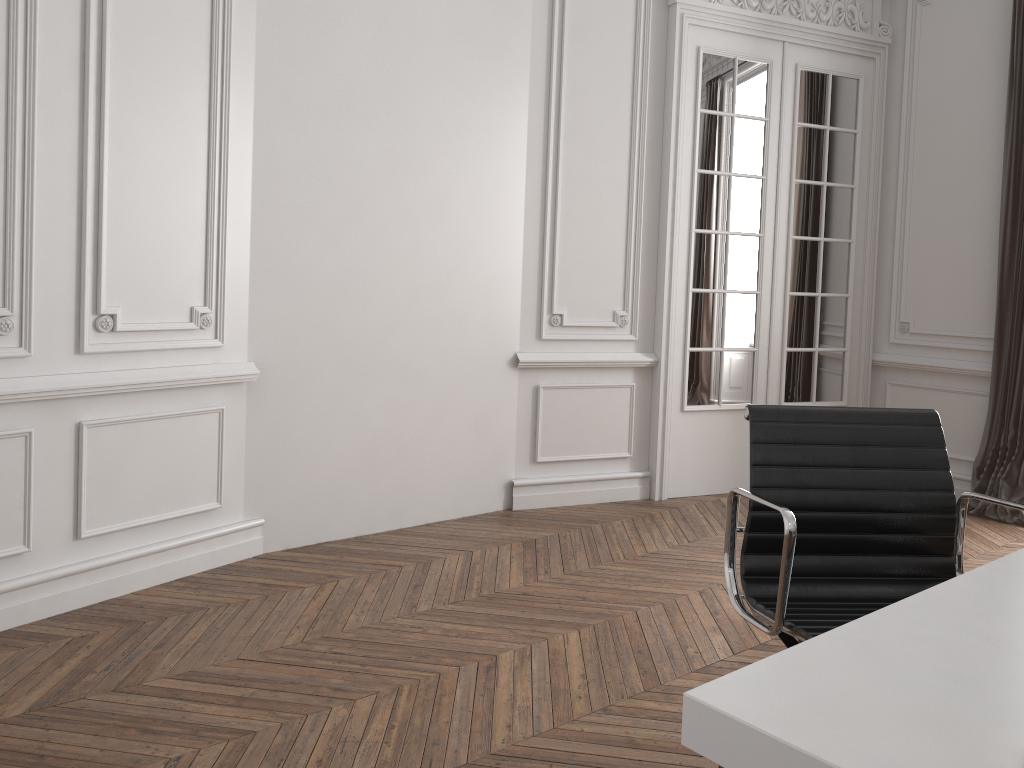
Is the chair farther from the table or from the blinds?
the blinds

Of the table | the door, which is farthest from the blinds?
the table

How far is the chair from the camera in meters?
2.0 m

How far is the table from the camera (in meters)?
0.91

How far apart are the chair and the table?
0.3m

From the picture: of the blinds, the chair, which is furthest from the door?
the chair

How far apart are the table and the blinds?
3.6 meters

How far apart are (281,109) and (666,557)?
2.5m

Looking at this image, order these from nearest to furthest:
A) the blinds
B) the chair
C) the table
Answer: the table
the chair
the blinds

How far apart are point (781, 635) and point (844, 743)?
1.1 meters
